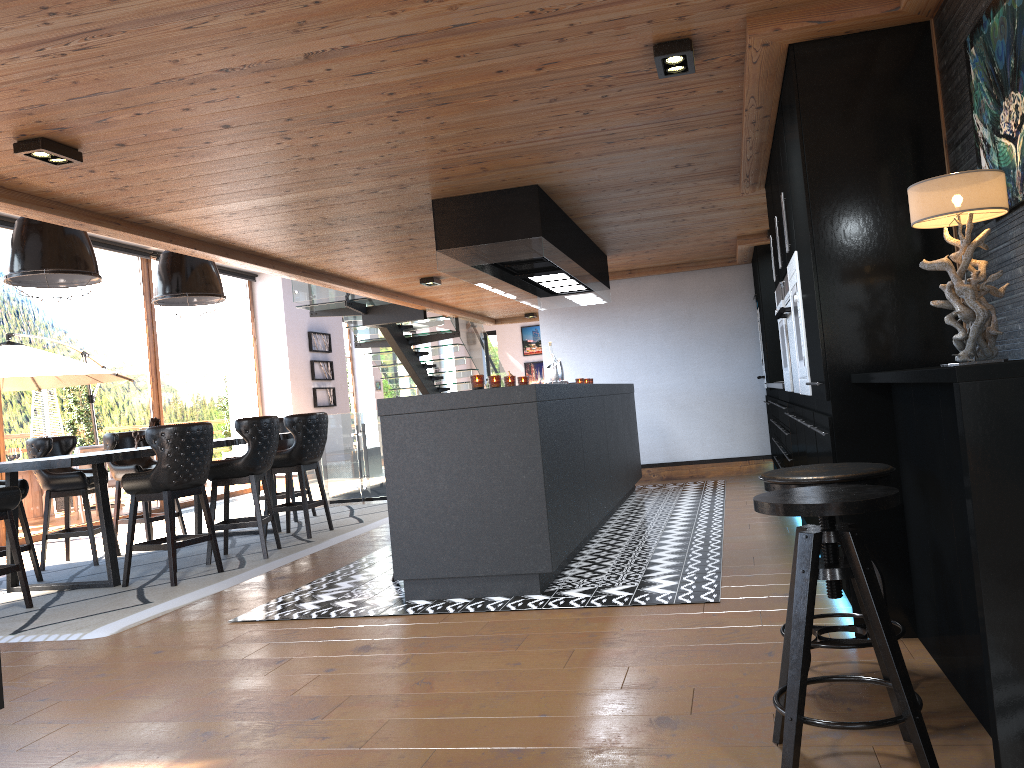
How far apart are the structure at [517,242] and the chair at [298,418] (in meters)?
1.96

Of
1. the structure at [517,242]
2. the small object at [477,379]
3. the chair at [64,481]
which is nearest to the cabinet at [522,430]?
the small object at [477,379]

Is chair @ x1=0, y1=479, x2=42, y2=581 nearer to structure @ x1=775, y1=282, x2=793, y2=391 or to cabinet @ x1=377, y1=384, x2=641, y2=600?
cabinet @ x1=377, y1=384, x2=641, y2=600

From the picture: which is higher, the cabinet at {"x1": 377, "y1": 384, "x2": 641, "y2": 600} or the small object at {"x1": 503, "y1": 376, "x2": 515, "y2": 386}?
the small object at {"x1": 503, "y1": 376, "x2": 515, "y2": 386}

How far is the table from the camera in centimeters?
543cm

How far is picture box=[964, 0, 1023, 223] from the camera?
2.4m

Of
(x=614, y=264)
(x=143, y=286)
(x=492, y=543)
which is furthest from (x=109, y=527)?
(x=143, y=286)

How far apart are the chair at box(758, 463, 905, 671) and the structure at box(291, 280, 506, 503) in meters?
8.2

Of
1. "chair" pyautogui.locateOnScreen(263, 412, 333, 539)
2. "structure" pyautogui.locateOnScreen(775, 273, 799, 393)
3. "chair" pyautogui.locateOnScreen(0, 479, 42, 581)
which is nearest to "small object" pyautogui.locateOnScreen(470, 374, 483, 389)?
"structure" pyautogui.locateOnScreen(775, 273, 799, 393)

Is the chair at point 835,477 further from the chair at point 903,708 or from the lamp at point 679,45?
the lamp at point 679,45
